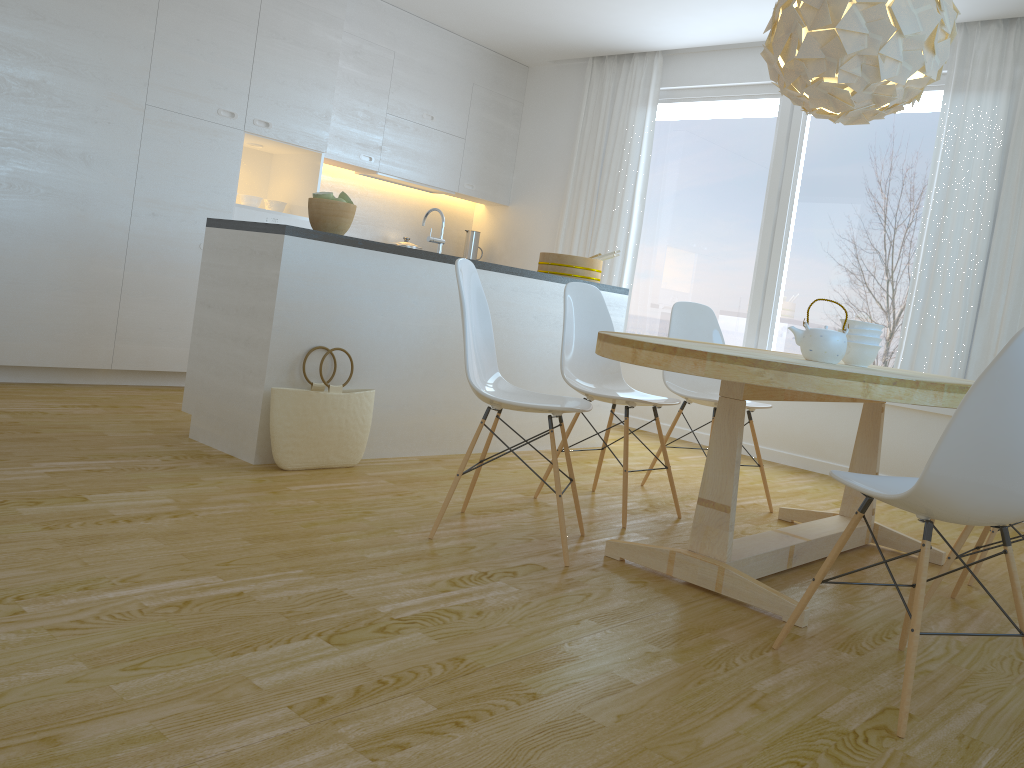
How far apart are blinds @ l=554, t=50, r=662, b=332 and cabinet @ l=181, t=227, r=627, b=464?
1.21m

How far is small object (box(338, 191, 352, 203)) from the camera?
3.8m

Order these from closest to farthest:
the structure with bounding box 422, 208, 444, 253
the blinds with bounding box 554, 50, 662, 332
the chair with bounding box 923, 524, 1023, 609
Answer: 1. the chair with bounding box 923, 524, 1023, 609
2. the structure with bounding box 422, 208, 444, 253
3. the blinds with bounding box 554, 50, 662, 332

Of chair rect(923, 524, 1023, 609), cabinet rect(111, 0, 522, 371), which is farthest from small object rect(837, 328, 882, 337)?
cabinet rect(111, 0, 522, 371)

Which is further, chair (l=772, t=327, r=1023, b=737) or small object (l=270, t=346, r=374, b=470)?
small object (l=270, t=346, r=374, b=470)

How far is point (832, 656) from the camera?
2.30m

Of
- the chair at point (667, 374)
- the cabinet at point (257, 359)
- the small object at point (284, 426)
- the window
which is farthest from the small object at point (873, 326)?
the window

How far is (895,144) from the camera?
5.3 meters

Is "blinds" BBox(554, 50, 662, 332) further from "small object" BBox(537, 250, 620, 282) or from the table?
the table

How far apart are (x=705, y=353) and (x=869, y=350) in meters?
1.1 m
